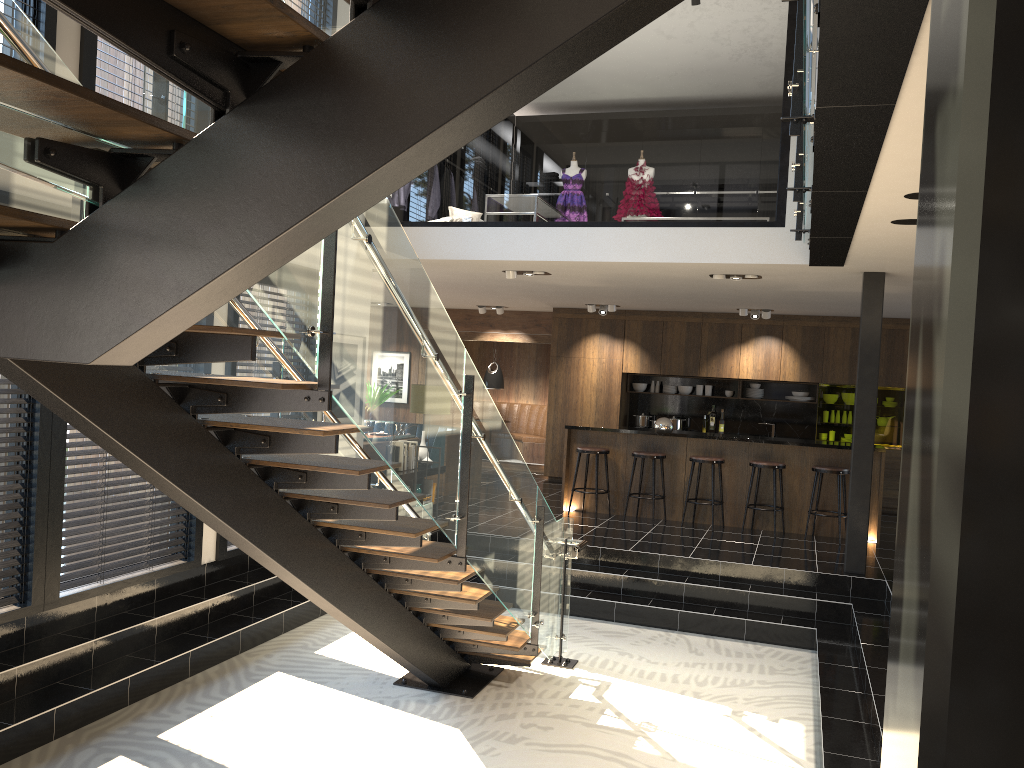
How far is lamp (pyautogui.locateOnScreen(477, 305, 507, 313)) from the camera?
14.2m

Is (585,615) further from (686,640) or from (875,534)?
(875,534)

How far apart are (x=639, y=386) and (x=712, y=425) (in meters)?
1.27

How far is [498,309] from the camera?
14.24m

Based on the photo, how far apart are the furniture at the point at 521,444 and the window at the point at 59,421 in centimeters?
867cm

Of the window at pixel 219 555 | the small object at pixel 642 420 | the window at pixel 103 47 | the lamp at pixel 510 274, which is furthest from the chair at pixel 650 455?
the window at pixel 103 47

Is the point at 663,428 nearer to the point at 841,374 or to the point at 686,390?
the point at 686,390

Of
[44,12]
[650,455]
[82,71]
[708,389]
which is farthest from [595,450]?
[44,12]

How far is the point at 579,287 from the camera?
10.6m

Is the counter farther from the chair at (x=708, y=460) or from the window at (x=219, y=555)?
the window at (x=219, y=555)
